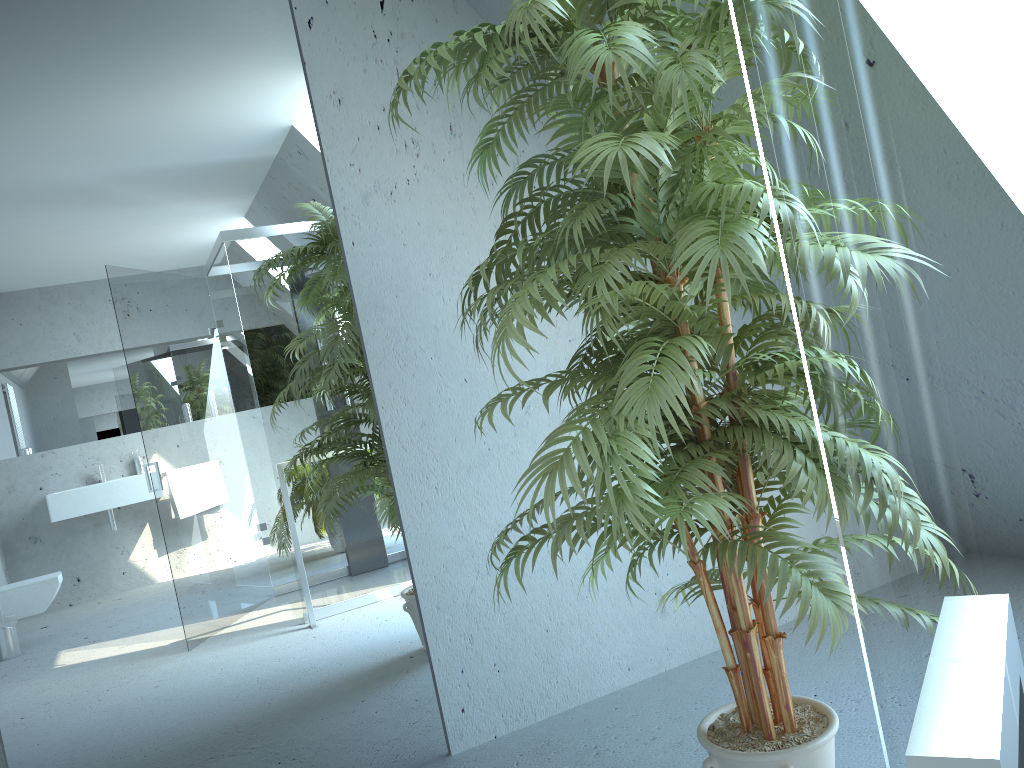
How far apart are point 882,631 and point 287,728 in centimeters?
255cm

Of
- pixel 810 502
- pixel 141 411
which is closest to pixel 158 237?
pixel 141 411

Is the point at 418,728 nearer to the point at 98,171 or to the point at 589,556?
the point at 589,556

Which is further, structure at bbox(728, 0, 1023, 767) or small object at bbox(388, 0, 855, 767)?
small object at bbox(388, 0, 855, 767)

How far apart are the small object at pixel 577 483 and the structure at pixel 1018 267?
1.2 meters

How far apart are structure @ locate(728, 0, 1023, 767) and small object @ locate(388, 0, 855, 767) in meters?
1.2 m

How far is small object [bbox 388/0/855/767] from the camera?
1.45m

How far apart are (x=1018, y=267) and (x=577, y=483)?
1.3 meters

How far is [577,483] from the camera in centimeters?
145cm

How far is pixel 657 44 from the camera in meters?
1.5 m
